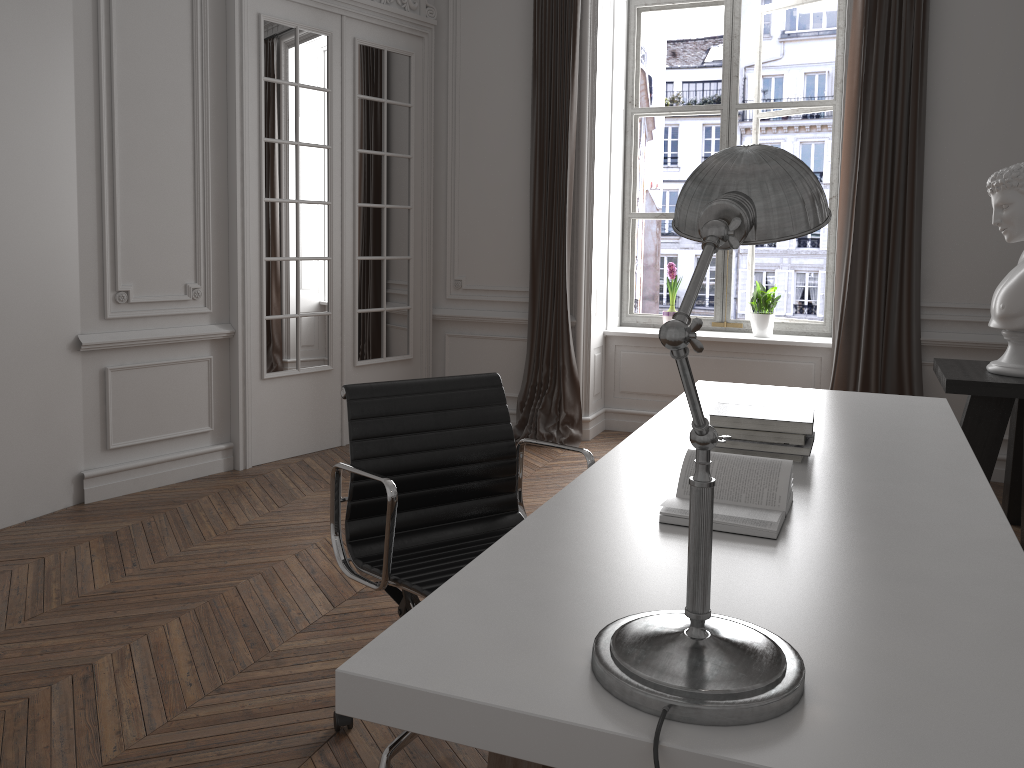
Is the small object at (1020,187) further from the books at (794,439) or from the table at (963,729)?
the books at (794,439)

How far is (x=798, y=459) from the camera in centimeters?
226cm

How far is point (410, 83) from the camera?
5.7m

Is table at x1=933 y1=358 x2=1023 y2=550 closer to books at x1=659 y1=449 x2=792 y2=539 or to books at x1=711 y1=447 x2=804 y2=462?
books at x1=711 y1=447 x2=804 y2=462

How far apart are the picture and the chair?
3.83m

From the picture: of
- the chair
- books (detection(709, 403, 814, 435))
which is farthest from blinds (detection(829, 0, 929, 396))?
the chair

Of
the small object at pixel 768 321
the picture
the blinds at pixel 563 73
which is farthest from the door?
the small object at pixel 768 321

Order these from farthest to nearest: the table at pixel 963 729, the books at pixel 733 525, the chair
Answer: the chair
the books at pixel 733 525
the table at pixel 963 729

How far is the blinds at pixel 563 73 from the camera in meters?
5.5

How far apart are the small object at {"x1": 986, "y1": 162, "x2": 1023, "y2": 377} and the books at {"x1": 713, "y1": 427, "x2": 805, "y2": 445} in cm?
205
